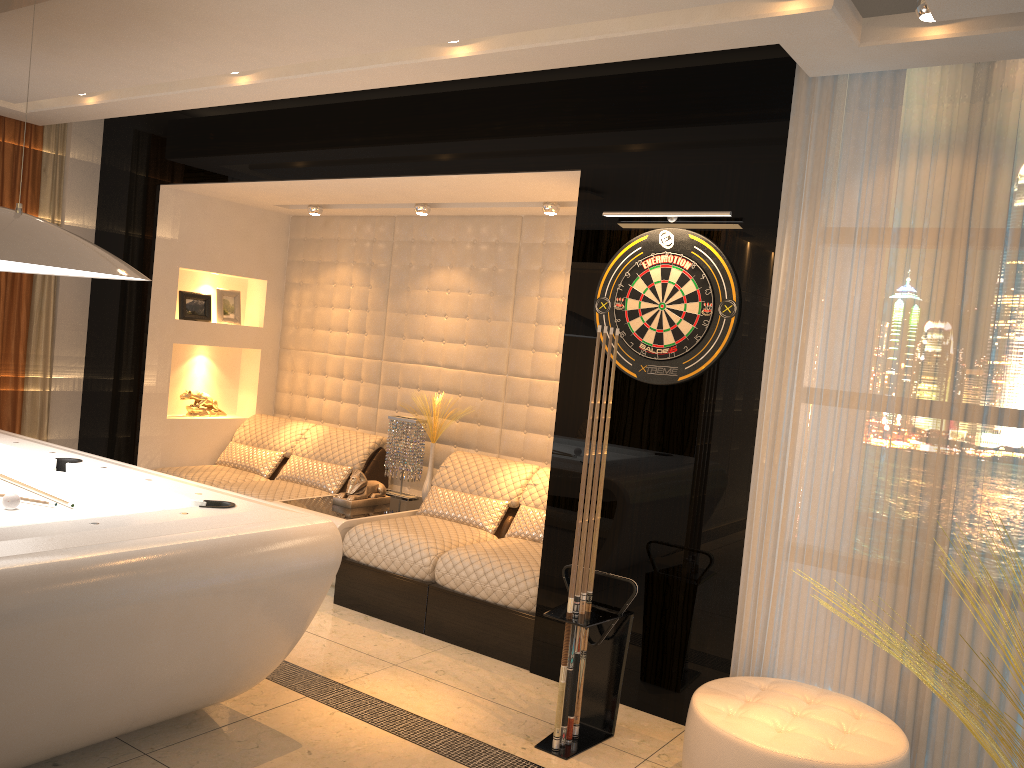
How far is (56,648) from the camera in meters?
2.4 m

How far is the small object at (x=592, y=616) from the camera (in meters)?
3.36

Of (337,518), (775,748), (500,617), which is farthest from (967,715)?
(337,518)

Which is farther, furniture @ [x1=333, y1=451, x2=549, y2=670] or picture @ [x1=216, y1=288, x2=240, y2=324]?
picture @ [x1=216, y1=288, x2=240, y2=324]

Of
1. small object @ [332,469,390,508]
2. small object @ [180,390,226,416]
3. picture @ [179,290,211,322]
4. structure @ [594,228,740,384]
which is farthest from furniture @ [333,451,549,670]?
picture @ [179,290,211,322]

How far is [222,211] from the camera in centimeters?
627cm

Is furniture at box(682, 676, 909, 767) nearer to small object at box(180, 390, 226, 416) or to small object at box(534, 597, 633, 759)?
small object at box(534, 597, 633, 759)

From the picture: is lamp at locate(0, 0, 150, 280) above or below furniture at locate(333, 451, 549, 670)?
above

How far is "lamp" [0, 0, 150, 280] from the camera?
2.91m

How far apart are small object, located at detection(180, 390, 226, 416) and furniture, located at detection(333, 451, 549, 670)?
2.0m
